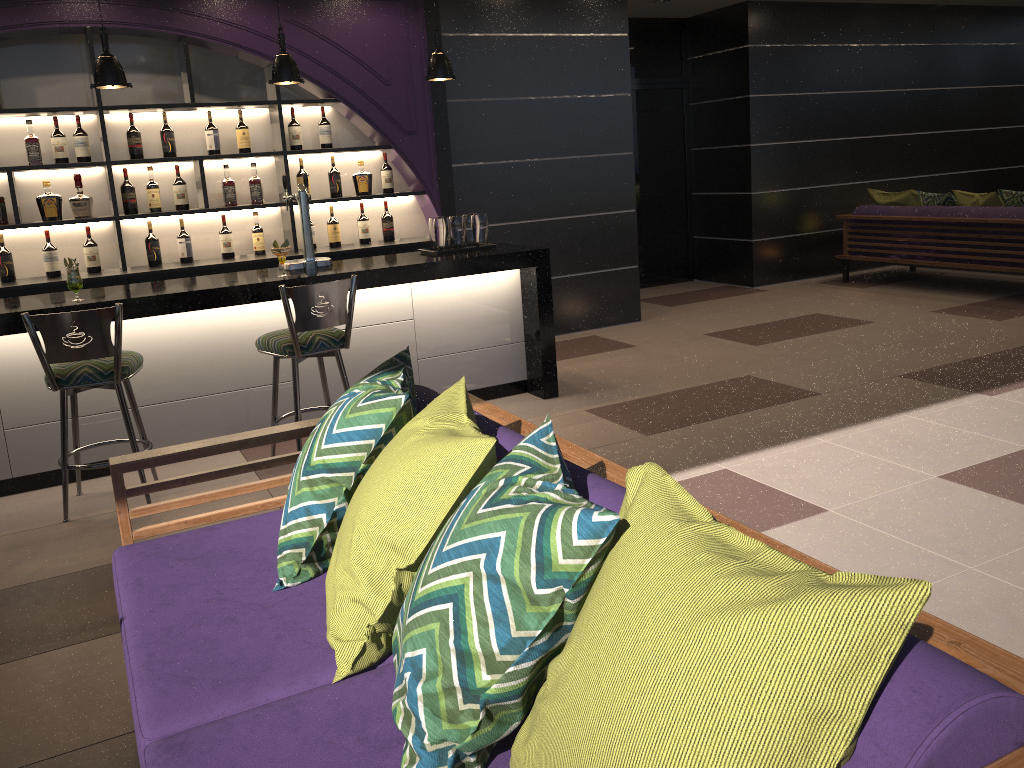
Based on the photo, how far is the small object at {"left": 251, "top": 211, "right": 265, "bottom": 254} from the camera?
6.07m

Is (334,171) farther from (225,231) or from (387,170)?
(225,231)

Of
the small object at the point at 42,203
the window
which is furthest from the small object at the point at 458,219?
the window

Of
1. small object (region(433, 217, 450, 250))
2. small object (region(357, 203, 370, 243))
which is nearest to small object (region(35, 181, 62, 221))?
small object (region(357, 203, 370, 243))

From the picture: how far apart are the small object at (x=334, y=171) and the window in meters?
3.9 m

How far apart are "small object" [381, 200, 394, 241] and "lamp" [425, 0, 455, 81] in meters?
1.6 m

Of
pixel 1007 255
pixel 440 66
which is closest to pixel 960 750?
Result: pixel 440 66

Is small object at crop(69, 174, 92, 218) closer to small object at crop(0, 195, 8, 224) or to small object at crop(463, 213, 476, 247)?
small object at crop(0, 195, 8, 224)

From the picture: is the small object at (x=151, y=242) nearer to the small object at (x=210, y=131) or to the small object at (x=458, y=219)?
the small object at (x=210, y=131)

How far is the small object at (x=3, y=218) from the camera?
5.36m
